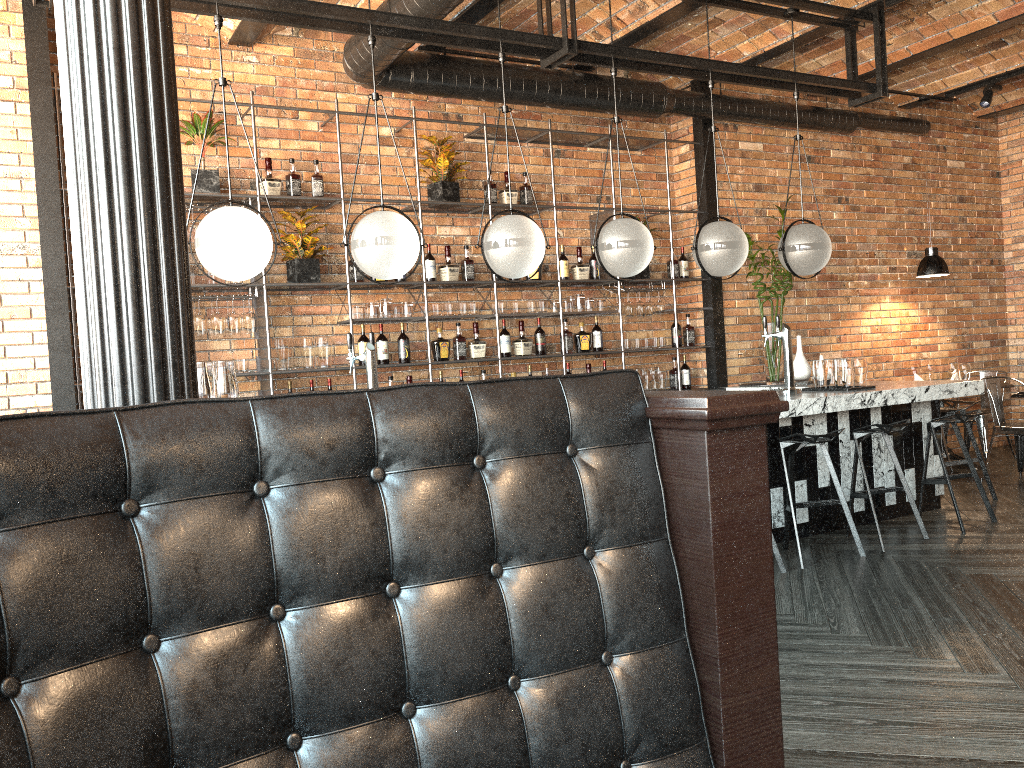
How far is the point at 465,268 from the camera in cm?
657

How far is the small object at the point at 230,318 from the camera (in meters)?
5.65

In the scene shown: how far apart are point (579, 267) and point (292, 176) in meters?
2.3

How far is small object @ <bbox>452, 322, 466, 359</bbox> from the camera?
6.5 meters

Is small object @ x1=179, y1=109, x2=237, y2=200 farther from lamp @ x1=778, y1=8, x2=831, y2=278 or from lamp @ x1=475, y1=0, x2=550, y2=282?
lamp @ x1=778, y1=8, x2=831, y2=278

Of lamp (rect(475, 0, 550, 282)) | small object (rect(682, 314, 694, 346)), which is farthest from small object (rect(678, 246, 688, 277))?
lamp (rect(475, 0, 550, 282))

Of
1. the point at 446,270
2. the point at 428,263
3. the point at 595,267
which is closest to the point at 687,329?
the point at 595,267

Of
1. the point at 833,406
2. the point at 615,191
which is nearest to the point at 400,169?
the point at 615,191

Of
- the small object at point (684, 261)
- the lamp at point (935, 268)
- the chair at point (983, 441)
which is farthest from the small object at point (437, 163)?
the chair at point (983, 441)

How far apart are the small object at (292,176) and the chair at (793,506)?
3.53m
